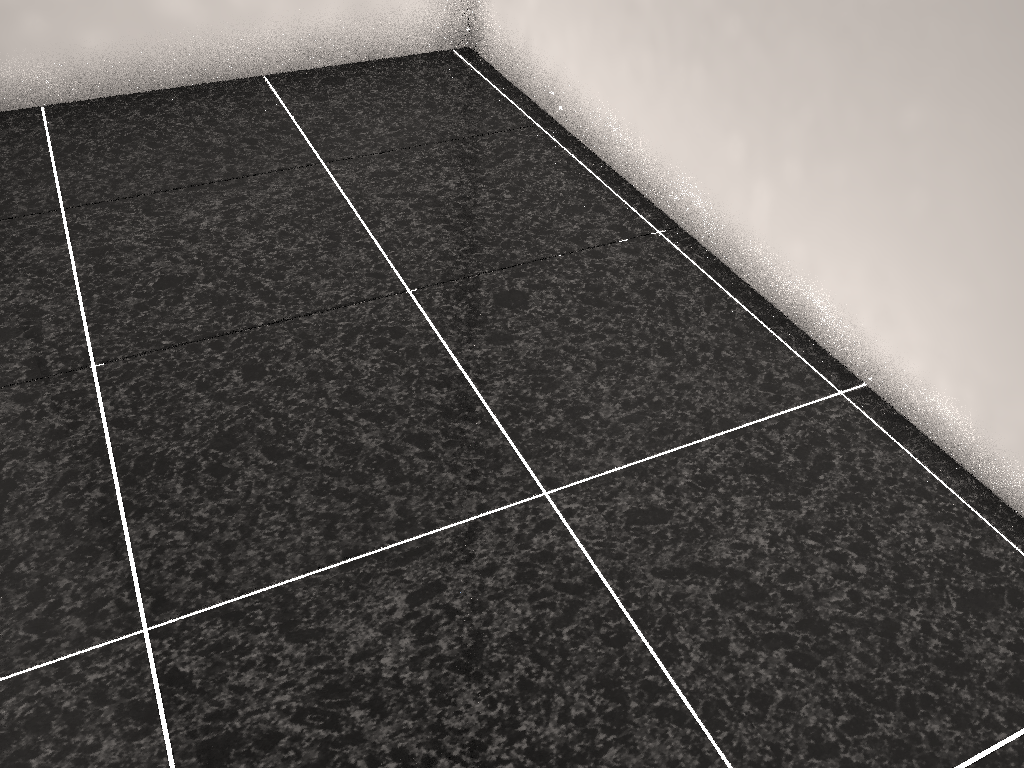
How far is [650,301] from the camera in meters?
1.8
